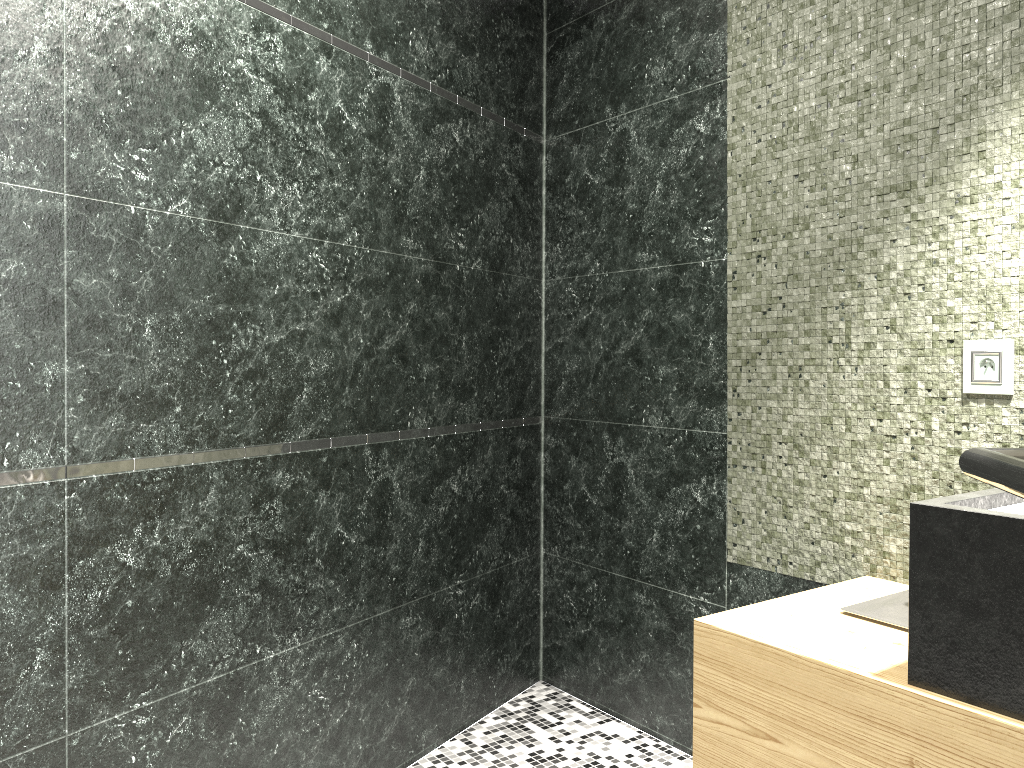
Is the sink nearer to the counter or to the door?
the counter

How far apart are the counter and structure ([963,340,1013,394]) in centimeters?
41cm

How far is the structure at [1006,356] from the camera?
1.92m

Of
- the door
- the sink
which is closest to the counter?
the sink

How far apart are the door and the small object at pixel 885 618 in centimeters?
136cm

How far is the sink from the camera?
1.6m

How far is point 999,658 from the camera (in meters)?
1.35

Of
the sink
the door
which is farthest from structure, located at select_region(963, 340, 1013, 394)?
the door

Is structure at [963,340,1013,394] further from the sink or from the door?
the door

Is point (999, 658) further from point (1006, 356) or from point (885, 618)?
point (1006, 356)
